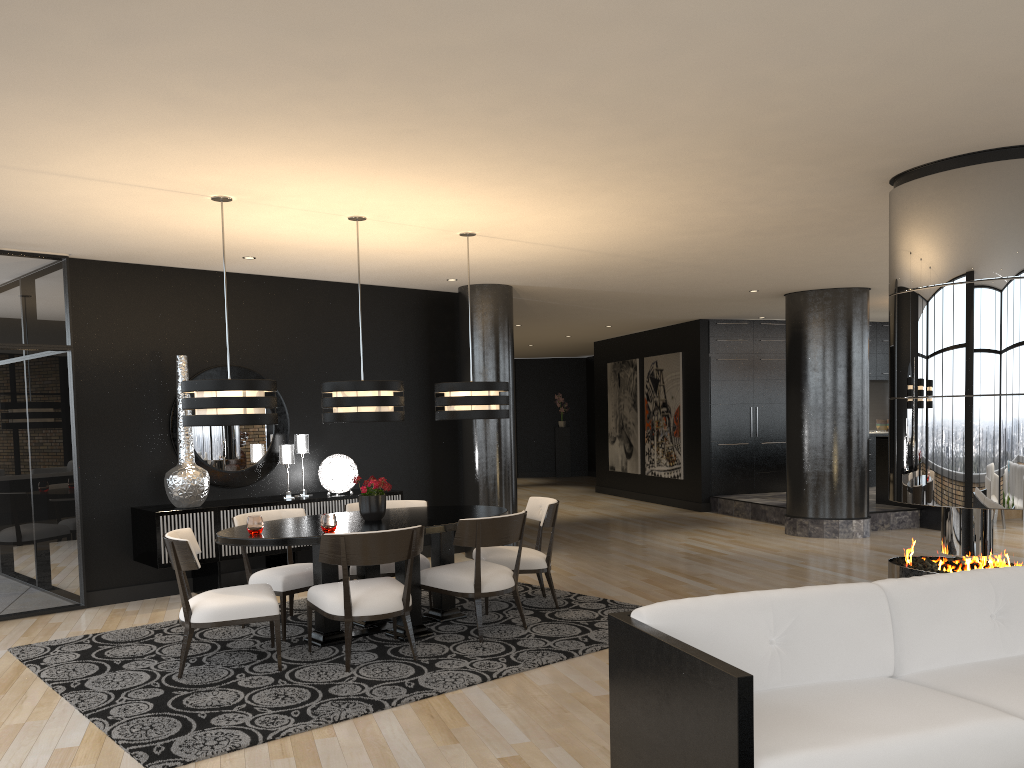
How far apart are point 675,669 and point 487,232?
4.3m

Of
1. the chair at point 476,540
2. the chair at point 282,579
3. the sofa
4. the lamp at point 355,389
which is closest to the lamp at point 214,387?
the lamp at point 355,389

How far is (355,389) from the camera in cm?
553

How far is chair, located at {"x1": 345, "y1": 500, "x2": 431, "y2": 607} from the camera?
6.16m

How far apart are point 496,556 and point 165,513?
2.6m

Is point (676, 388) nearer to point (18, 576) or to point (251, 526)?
point (251, 526)

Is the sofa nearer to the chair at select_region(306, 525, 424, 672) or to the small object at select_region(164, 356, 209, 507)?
the chair at select_region(306, 525, 424, 672)

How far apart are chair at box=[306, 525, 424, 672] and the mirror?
2.7m

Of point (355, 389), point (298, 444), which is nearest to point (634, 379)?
point (298, 444)

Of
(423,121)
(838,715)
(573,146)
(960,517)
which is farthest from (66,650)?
(960,517)
